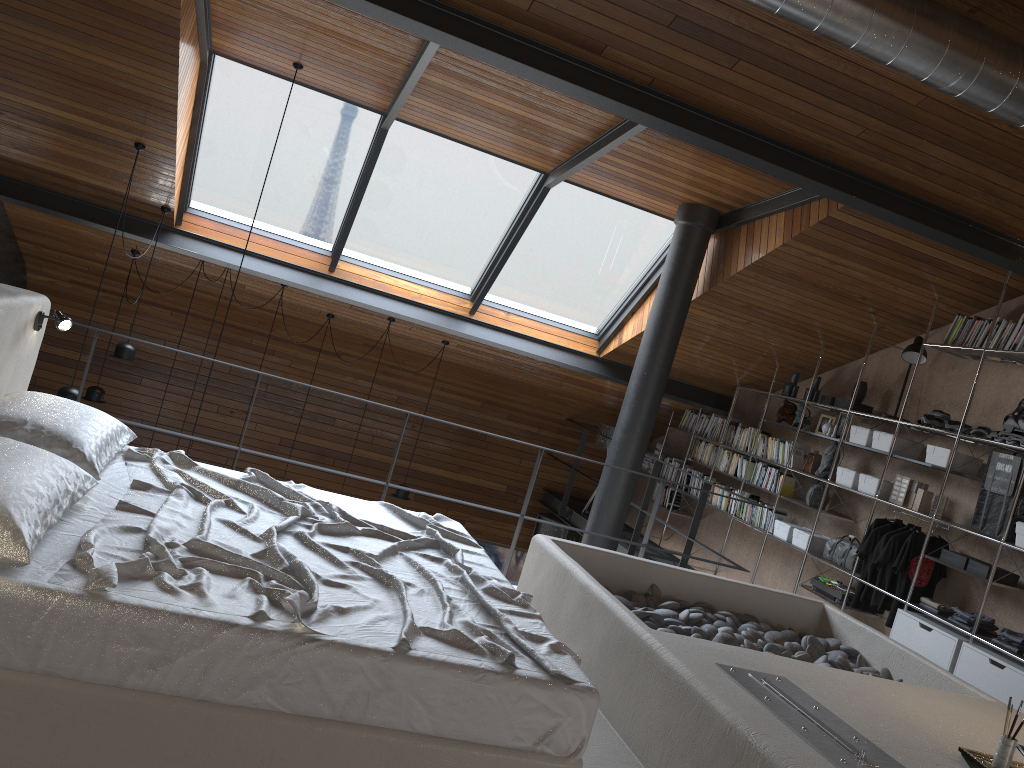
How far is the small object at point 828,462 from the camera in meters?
7.0

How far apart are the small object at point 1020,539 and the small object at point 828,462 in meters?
1.9 m

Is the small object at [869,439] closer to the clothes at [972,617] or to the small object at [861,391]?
the small object at [861,391]

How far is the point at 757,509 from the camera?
7.8 meters

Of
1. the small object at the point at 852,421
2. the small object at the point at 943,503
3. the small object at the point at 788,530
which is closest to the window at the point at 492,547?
the small object at the point at 788,530

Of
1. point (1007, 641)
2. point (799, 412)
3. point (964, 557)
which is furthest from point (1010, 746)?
point (799, 412)

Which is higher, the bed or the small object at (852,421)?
the small object at (852,421)

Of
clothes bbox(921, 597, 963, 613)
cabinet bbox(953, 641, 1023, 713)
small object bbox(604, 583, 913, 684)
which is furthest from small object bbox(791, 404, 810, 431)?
small object bbox(604, 583, 913, 684)

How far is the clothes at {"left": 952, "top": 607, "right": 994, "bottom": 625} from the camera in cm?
541

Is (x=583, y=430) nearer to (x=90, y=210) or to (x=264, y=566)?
(x=90, y=210)
